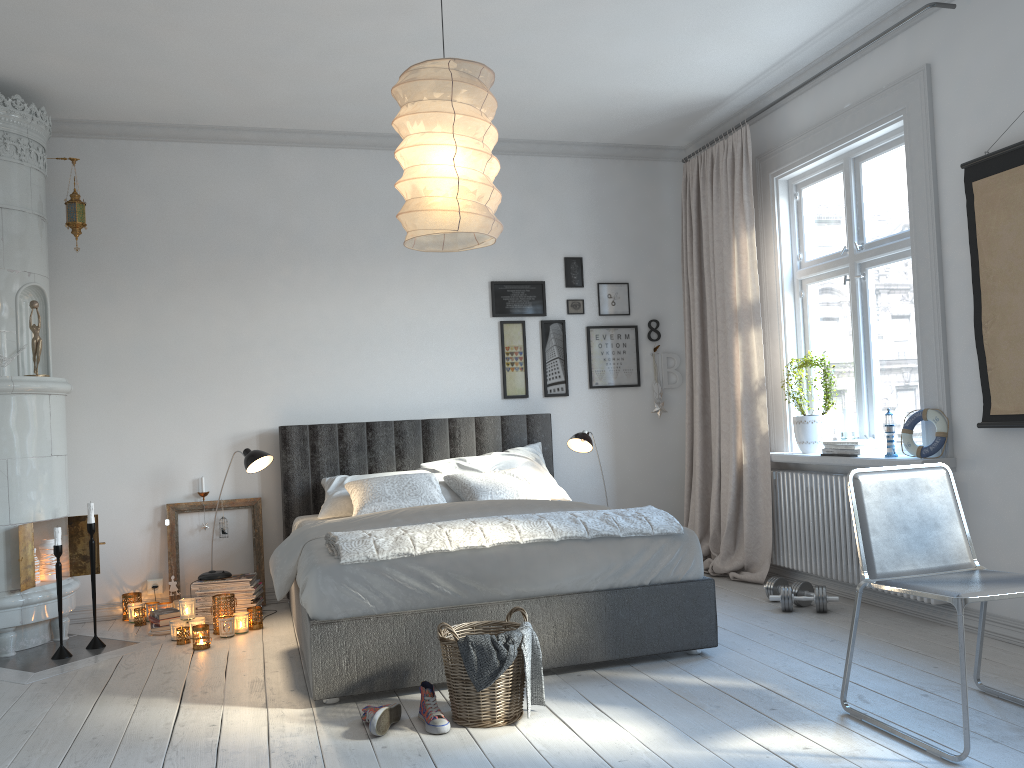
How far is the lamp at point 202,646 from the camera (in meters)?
4.18

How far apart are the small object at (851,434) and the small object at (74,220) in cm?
417

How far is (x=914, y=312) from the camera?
4.34m

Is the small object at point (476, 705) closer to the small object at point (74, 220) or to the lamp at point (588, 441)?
the lamp at point (588, 441)

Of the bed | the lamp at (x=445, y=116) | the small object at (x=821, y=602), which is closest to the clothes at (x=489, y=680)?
the bed

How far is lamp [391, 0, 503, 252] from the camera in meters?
2.7 m

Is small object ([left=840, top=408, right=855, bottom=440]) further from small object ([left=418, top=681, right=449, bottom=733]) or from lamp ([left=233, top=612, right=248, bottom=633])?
lamp ([left=233, top=612, right=248, bottom=633])

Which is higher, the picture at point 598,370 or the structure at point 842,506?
the picture at point 598,370

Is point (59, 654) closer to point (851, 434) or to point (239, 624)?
point (239, 624)

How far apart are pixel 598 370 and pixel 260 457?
2.3m
